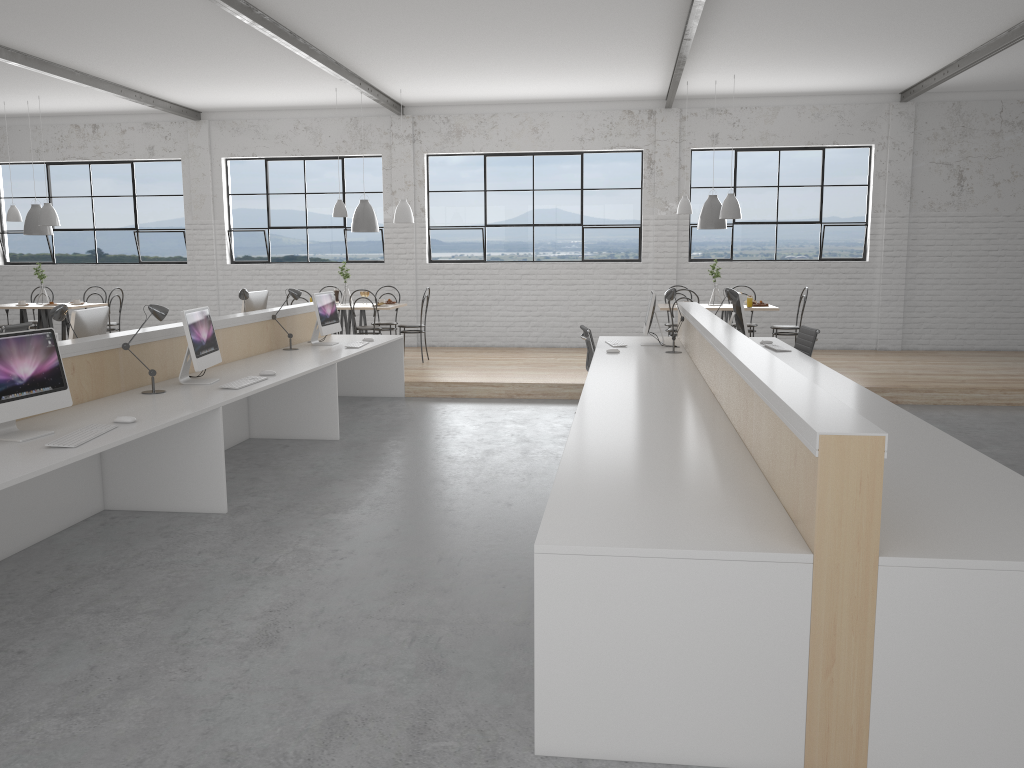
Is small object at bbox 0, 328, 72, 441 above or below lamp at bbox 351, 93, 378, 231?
below

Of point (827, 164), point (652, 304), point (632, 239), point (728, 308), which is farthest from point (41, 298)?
point (827, 164)

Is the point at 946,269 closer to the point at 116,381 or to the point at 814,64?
the point at 814,64

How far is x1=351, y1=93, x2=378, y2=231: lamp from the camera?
8.2 meters

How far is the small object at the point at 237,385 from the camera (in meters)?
4.25

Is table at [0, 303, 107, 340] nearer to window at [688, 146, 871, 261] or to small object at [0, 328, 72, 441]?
small object at [0, 328, 72, 441]

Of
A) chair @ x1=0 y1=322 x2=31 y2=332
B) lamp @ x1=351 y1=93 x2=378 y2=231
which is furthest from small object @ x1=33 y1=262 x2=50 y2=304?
lamp @ x1=351 y1=93 x2=378 y2=231

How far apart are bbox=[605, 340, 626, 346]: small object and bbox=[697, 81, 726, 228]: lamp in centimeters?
230cm

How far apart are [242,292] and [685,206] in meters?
4.0 m

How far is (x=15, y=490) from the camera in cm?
338
